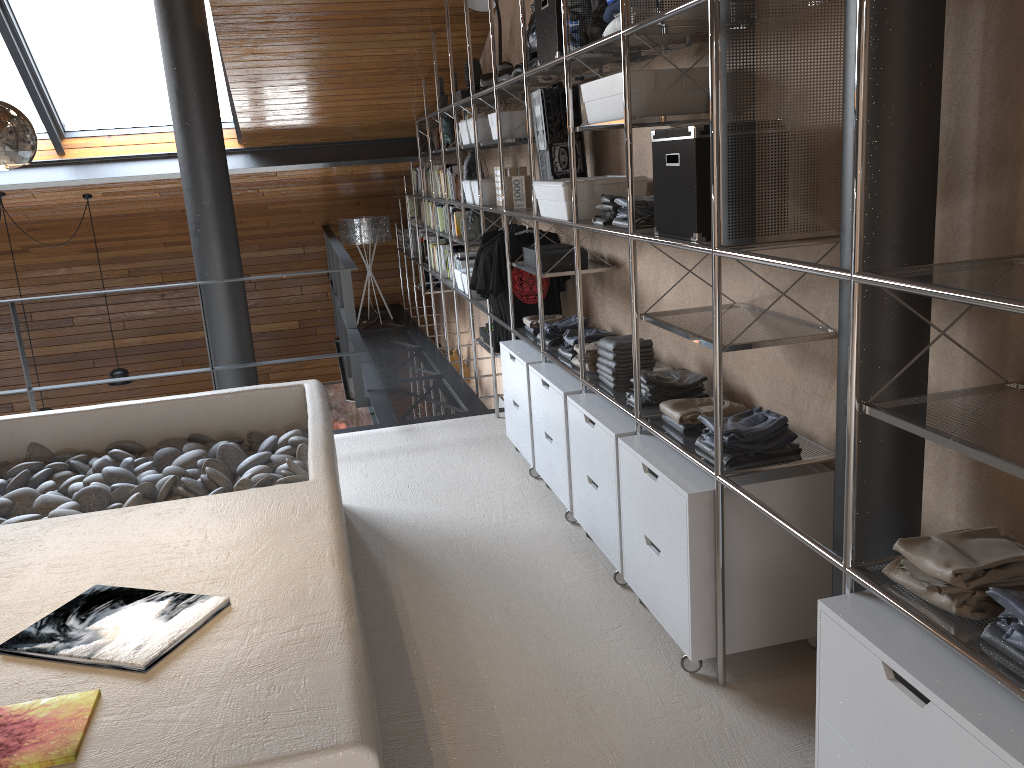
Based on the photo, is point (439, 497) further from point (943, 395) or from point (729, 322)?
point (943, 395)

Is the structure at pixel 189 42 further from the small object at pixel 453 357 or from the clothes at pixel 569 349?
the clothes at pixel 569 349

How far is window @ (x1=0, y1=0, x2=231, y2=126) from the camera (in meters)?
5.85

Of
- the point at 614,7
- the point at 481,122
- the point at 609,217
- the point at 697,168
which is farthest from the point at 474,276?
the point at 697,168

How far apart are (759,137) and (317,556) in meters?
1.5

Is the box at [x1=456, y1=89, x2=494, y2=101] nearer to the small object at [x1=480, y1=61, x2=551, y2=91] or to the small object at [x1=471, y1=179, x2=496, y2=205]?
the small object at [x1=471, y1=179, x2=496, y2=205]

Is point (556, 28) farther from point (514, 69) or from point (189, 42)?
point (189, 42)

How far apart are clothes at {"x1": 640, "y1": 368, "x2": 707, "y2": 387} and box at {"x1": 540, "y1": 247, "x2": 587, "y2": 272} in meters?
1.0 m

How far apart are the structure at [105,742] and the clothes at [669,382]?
1.0m

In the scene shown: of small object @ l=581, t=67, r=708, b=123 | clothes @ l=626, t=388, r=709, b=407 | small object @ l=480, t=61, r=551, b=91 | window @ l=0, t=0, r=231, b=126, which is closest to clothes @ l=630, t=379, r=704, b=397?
clothes @ l=626, t=388, r=709, b=407
